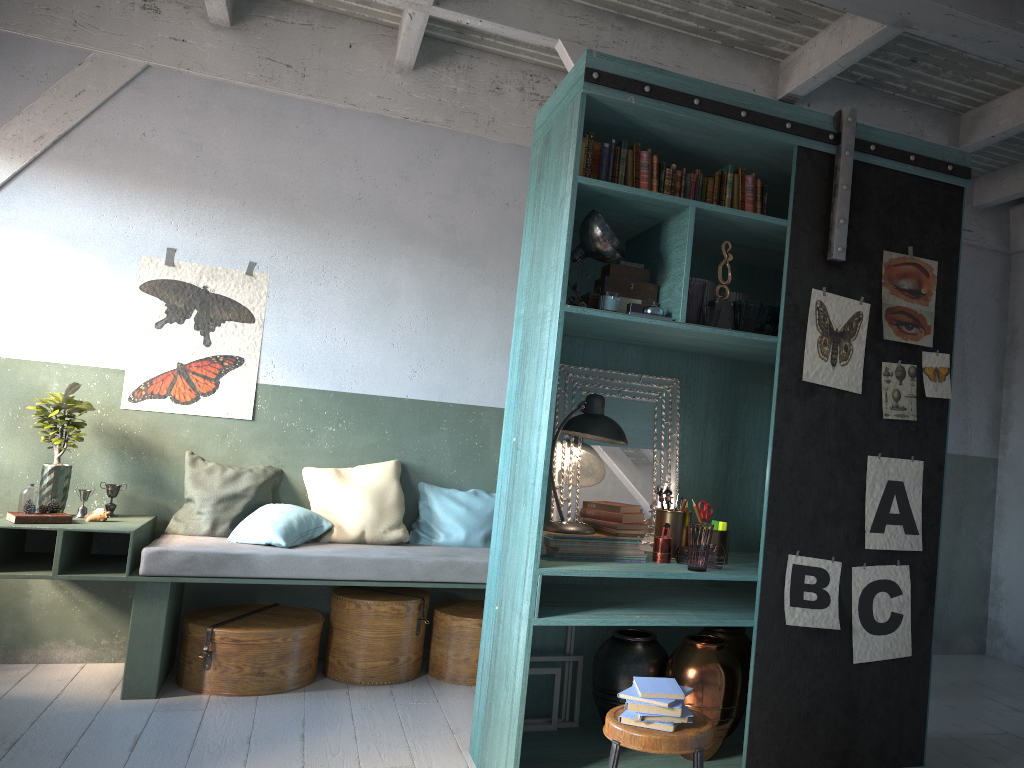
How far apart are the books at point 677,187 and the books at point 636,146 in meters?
0.2

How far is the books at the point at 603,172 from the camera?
4.05m

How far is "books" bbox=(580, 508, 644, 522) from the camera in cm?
422

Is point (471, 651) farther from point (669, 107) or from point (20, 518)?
point (669, 107)

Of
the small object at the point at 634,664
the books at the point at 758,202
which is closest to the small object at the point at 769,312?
the books at the point at 758,202

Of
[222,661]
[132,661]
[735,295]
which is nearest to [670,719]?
[735,295]

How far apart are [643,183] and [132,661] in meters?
4.0 m

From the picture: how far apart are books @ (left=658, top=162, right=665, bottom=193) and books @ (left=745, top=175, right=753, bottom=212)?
0.4m

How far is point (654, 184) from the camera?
4.1m

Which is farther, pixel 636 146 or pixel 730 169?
pixel 730 169
